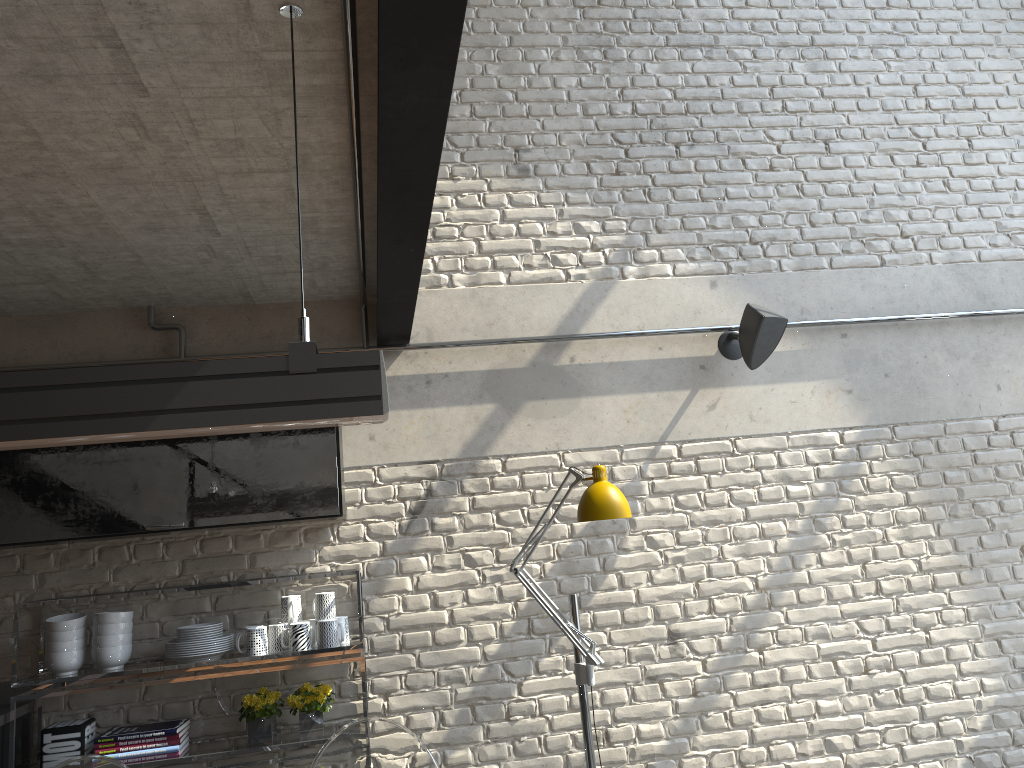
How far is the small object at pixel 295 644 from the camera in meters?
3.4

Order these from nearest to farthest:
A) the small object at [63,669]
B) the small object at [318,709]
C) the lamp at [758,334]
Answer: the small object at [63,669], the small object at [318,709], the lamp at [758,334]

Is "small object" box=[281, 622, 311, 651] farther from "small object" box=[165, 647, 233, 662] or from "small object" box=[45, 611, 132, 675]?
"small object" box=[45, 611, 132, 675]

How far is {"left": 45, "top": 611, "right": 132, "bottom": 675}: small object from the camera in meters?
3.3

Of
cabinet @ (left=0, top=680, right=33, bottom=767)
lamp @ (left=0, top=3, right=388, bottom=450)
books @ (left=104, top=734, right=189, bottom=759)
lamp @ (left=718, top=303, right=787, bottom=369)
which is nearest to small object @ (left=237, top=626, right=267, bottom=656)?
books @ (left=104, top=734, right=189, bottom=759)

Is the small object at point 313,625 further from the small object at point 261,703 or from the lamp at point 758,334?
the lamp at point 758,334

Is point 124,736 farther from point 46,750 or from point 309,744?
point 309,744

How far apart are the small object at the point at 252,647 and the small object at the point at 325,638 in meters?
0.2

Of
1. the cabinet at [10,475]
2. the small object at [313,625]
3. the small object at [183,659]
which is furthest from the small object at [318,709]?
the cabinet at [10,475]

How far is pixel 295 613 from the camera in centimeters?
351cm
